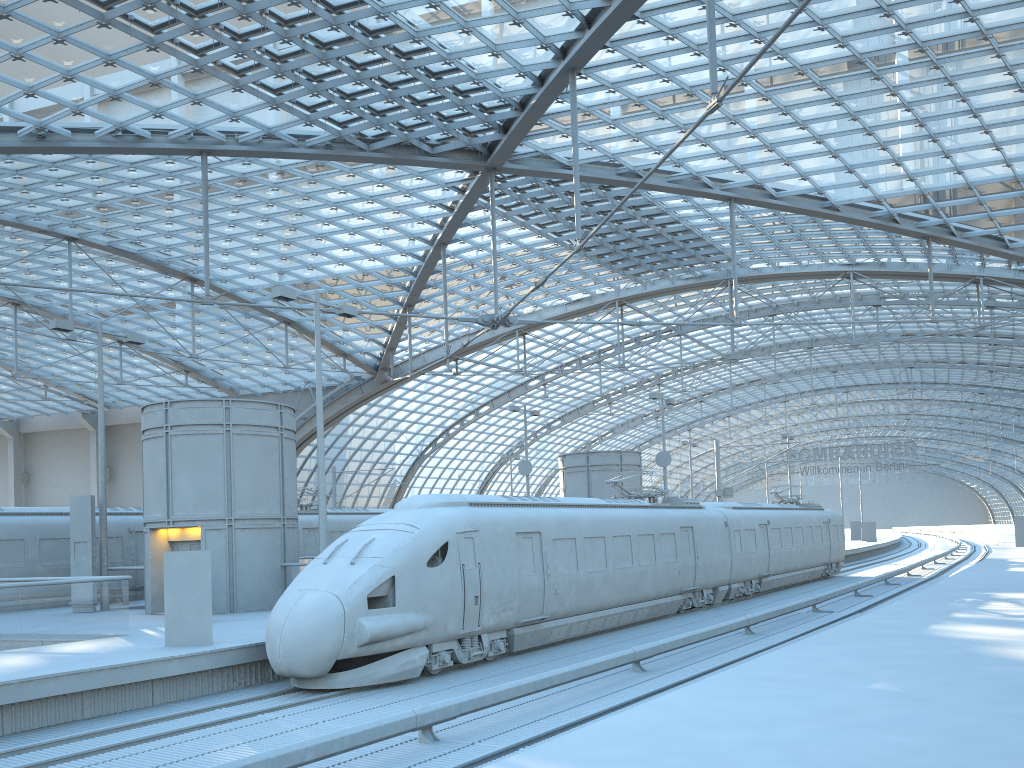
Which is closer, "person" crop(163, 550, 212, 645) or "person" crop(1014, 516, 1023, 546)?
"person" crop(163, 550, 212, 645)

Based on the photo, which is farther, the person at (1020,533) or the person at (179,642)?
the person at (1020,533)

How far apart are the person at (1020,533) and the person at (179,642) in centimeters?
4740cm

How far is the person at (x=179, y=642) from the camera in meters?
15.1

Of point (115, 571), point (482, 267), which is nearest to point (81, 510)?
point (115, 571)

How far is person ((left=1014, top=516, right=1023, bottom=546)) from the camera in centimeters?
4854cm

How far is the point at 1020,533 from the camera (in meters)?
48.54

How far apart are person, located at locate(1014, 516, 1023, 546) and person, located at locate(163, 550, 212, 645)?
47.40m

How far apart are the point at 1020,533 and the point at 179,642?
47.74m
